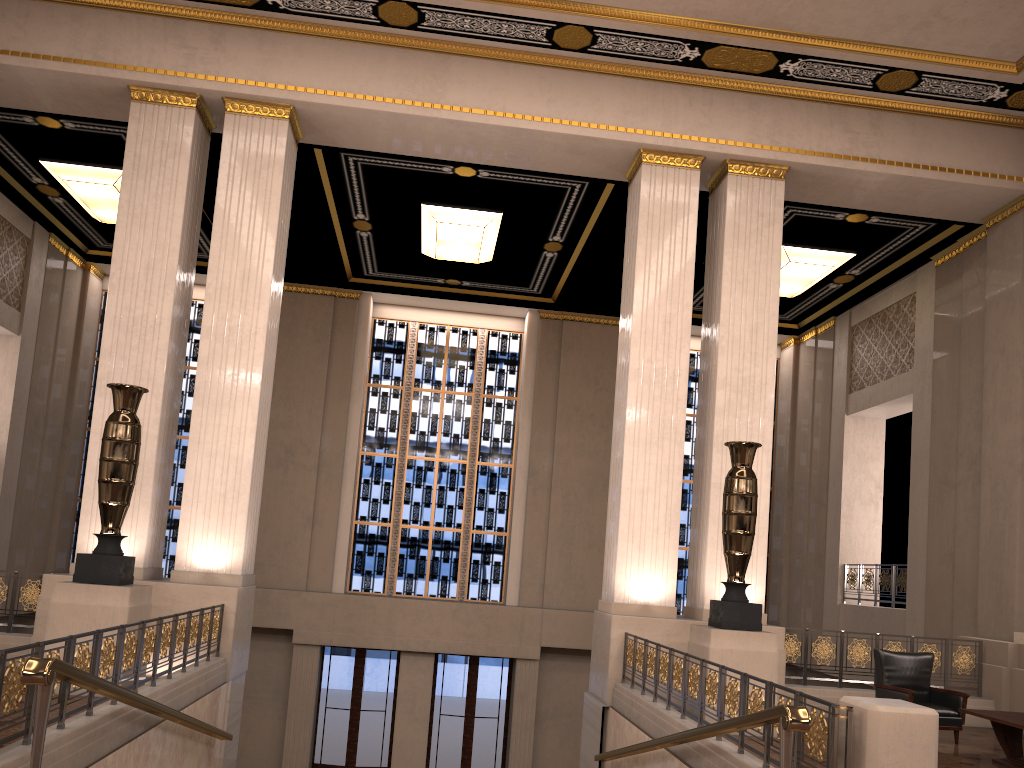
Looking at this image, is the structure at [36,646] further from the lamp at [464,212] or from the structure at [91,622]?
the lamp at [464,212]

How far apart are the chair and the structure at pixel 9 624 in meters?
8.7 m

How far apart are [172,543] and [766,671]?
11.91m

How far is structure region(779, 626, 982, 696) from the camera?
9.8m

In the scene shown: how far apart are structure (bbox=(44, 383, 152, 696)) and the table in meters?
7.3

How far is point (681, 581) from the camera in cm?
1709

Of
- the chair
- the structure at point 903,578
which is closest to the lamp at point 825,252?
the structure at point 903,578

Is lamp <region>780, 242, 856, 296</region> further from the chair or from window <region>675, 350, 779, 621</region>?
the chair

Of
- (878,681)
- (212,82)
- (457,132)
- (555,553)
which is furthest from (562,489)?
(212,82)

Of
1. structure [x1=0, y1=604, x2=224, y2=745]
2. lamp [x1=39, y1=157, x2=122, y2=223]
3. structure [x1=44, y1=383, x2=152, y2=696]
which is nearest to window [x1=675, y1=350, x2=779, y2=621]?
structure [x1=0, y1=604, x2=224, y2=745]
